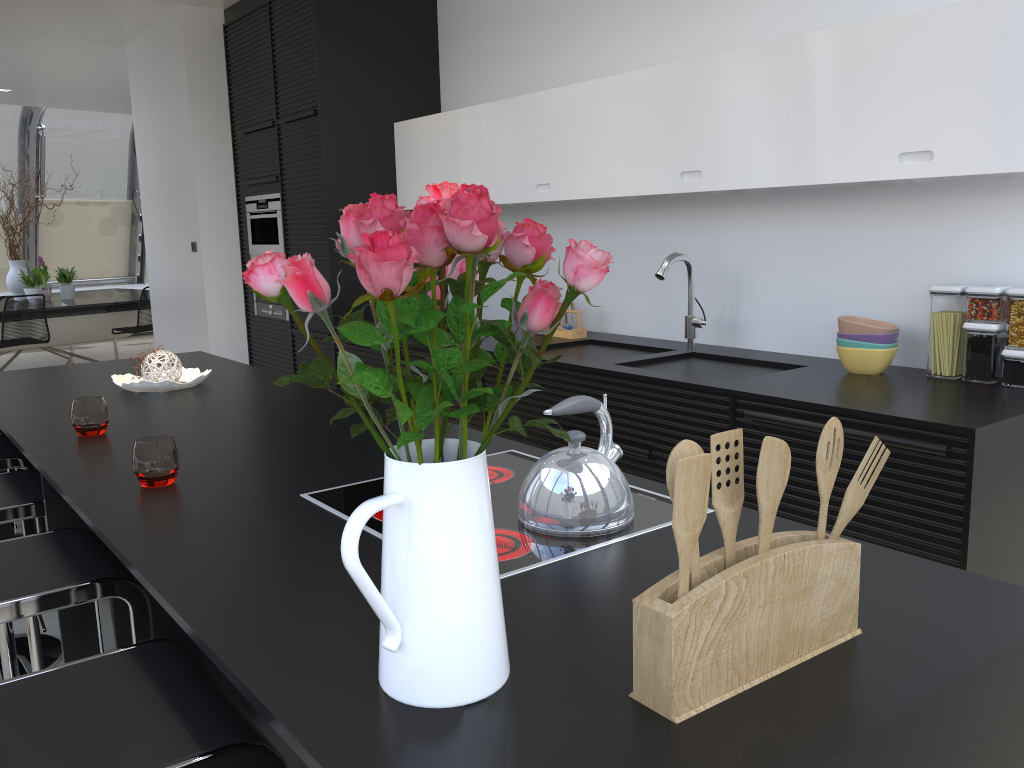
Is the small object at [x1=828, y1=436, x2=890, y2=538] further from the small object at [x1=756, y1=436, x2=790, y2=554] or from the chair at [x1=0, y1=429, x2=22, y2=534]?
the chair at [x1=0, y1=429, x2=22, y2=534]

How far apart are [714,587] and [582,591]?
0.4m

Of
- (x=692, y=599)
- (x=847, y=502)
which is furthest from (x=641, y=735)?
(x=847, y=502)

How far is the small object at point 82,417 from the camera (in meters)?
2.44

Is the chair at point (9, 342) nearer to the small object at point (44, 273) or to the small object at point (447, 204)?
the small object at point (44, 273)

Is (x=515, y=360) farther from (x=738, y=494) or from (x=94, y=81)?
(x=94, y=81)

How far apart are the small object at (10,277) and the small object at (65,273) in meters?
0.4 m

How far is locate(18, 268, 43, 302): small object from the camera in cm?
910

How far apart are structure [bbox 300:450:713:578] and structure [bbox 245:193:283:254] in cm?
396

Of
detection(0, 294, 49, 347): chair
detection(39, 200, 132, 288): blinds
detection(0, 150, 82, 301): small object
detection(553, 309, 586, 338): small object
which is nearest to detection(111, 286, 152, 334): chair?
detection(0, 294, 49, 347): chair
